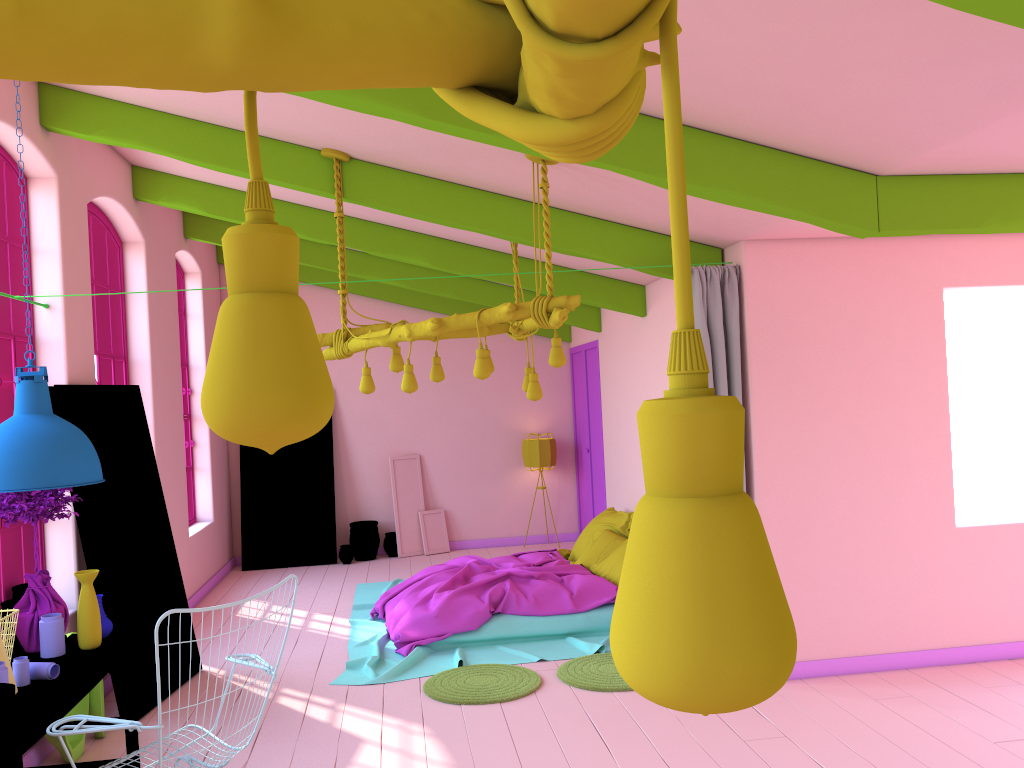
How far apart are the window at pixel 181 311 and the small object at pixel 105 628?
5.5m

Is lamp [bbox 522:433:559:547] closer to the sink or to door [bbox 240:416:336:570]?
door [bbox 240:416:336:570]

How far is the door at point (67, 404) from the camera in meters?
5.8

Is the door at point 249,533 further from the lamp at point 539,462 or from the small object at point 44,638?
the small object at point 44,638

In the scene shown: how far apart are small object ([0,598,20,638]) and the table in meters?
0.5 m

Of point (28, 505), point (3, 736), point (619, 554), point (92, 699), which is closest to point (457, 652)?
point (619, 554)

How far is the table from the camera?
3.4m

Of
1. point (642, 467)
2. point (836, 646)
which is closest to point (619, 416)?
point (642, 467)

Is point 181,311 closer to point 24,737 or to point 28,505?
point 28,505

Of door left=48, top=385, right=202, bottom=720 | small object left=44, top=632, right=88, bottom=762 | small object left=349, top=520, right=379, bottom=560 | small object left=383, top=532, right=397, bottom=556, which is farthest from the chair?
small object left=383, top=532, right=397, bottom=556
